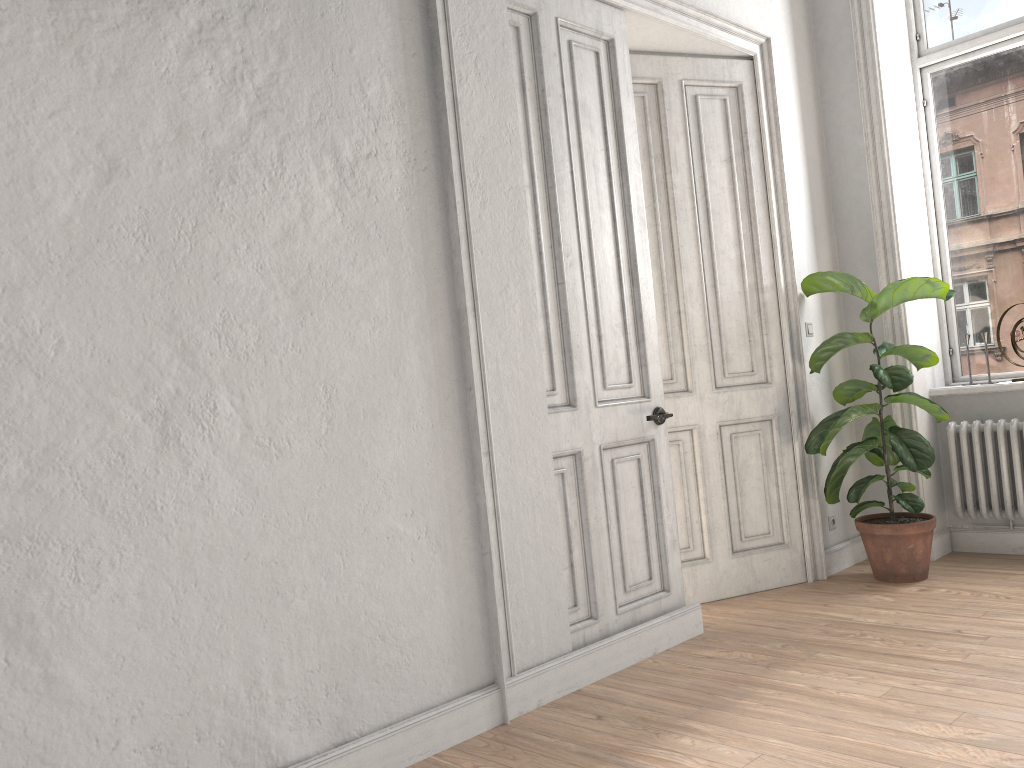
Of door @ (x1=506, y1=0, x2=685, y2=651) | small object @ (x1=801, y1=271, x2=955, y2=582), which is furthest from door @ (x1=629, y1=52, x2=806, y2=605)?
door @ (x1=506, y1=0, x2=685, y2=651)

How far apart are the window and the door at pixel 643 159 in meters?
1.3

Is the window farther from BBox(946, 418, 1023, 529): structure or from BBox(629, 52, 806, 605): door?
BBox(629, 52, 806, 605): door

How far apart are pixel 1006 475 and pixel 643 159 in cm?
256

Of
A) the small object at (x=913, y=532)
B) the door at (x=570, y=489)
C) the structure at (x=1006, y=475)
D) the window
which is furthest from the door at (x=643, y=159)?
the window

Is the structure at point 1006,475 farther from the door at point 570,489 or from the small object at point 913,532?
the door at point 570,489

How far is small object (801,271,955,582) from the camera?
4.41m

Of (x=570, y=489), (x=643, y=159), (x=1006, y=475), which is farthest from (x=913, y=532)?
(x=643, y=159)

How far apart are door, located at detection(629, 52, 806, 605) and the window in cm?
133

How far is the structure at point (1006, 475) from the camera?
4.7 meters
